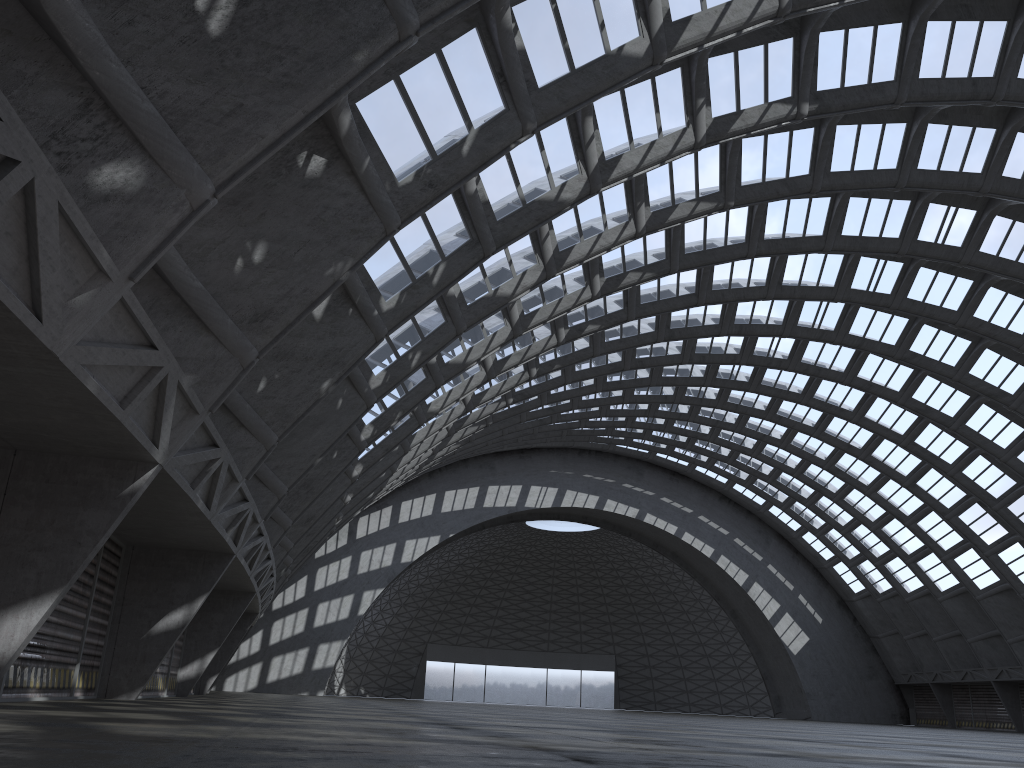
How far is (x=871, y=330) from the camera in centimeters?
3808cm
